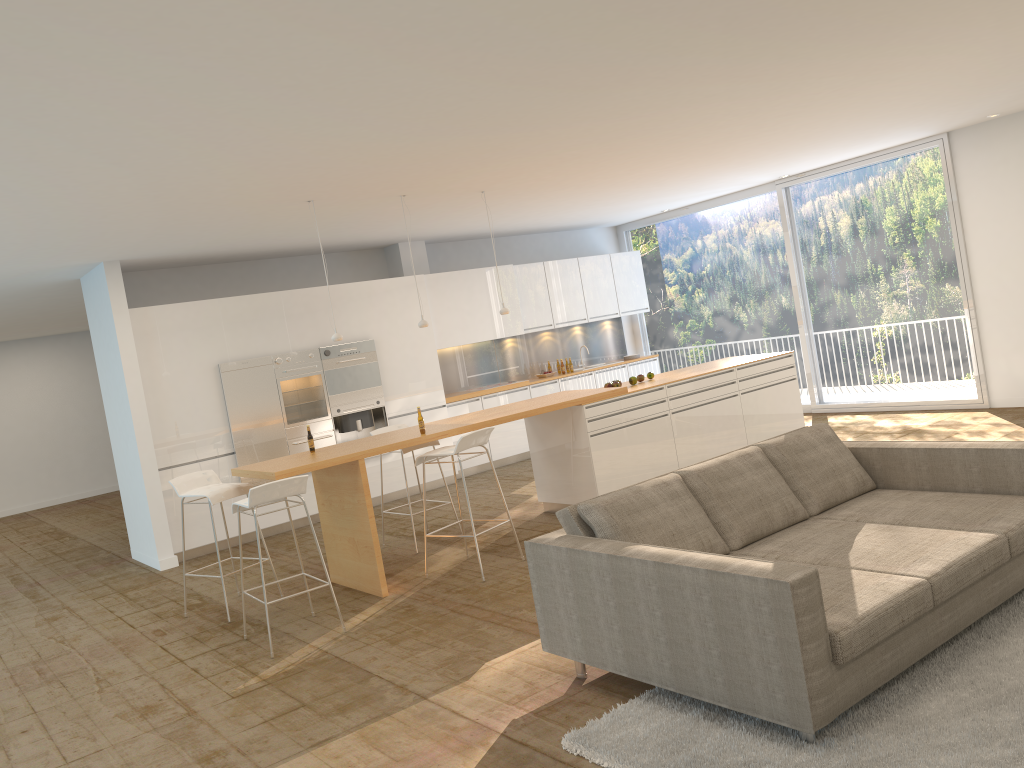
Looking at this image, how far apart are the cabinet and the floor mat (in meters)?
6.19

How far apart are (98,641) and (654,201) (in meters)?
7.94

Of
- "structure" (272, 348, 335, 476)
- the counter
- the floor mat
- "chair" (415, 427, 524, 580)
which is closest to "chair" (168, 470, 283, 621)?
the counter

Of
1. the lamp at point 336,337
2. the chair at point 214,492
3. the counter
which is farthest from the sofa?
the lamp at point 336,337

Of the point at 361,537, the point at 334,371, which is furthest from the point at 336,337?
the point at 334,371

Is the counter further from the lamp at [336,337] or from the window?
the window

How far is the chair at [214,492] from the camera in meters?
6.4

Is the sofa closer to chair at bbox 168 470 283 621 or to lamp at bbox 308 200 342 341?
chair at bbox 168 470 283 621

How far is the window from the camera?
9.81m

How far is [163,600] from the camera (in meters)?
7.34
